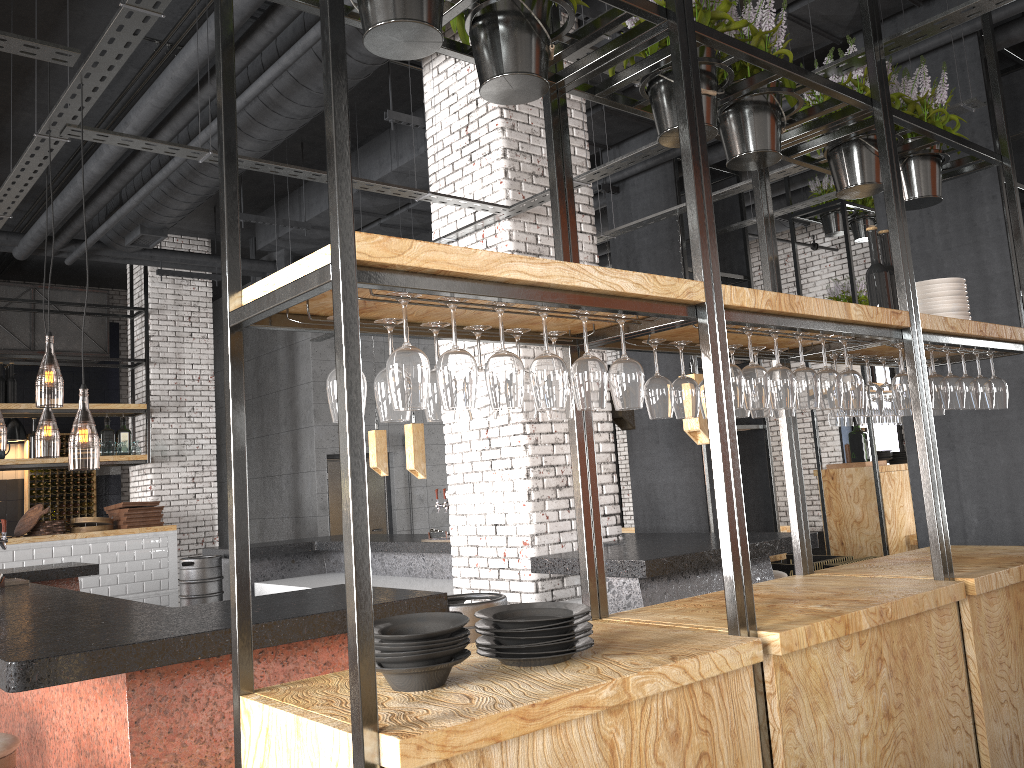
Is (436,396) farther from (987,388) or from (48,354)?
(48,354)

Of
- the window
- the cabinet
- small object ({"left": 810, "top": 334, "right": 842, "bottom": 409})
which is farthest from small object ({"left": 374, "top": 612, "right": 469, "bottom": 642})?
the cabinet

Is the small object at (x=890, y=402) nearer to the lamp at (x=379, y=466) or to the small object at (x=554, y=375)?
the small object at (x=554, y=375)

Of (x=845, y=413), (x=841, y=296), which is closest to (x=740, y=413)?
(x=845, y=413)

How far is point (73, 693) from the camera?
3.4m

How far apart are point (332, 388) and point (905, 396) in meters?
2.4

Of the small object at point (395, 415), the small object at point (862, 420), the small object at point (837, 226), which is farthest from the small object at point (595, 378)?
the small object at point (837, 226)

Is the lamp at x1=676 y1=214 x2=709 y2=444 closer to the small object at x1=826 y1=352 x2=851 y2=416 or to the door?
the small object at x1=826 y1=352 x2=851 y2=416

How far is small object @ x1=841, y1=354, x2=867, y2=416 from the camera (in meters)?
3.78

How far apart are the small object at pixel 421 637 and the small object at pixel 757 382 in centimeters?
122cm
